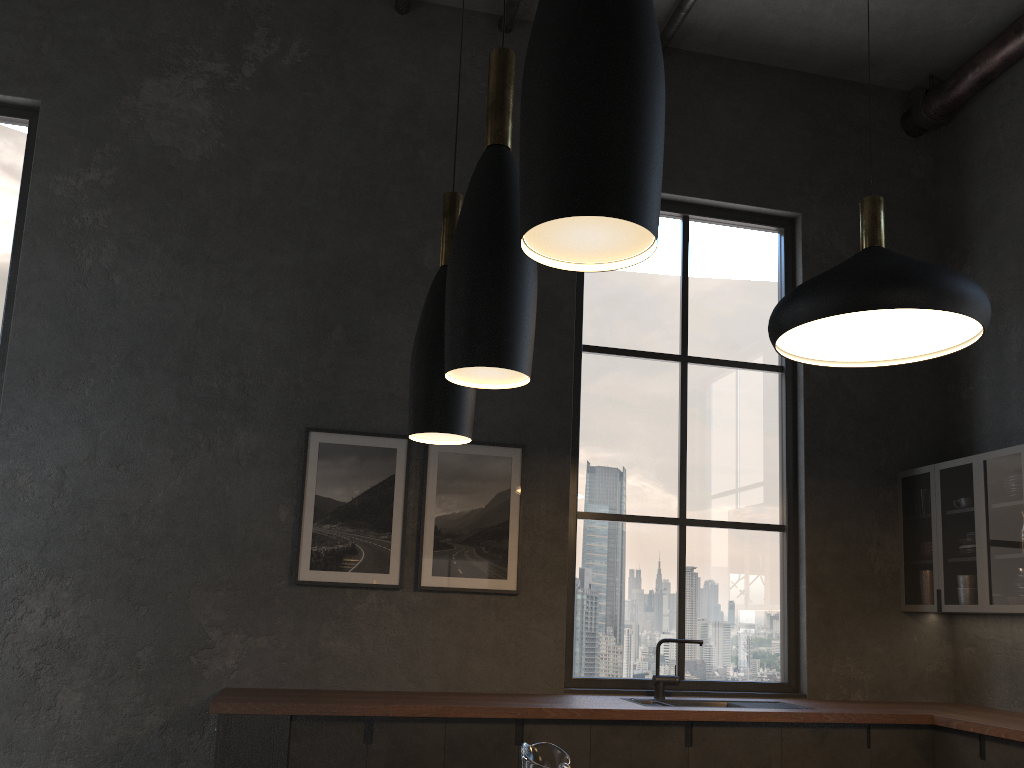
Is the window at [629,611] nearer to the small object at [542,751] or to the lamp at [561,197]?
the small object at [542,751]

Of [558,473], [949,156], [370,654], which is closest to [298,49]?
[558,473]

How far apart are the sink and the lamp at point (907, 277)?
2.0 meters

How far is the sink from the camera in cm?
465

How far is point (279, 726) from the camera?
3.8 meters

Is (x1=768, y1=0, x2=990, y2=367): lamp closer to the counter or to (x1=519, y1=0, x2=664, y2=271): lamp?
the counter

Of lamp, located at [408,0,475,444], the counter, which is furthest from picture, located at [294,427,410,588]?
lamp, located at [408,0,475,444]

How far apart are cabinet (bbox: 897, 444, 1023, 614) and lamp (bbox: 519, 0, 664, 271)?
4.34m

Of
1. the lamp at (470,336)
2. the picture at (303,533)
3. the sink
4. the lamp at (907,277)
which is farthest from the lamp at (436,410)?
the sink

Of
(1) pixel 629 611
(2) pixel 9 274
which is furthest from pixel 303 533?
(2) pixel 9 274
